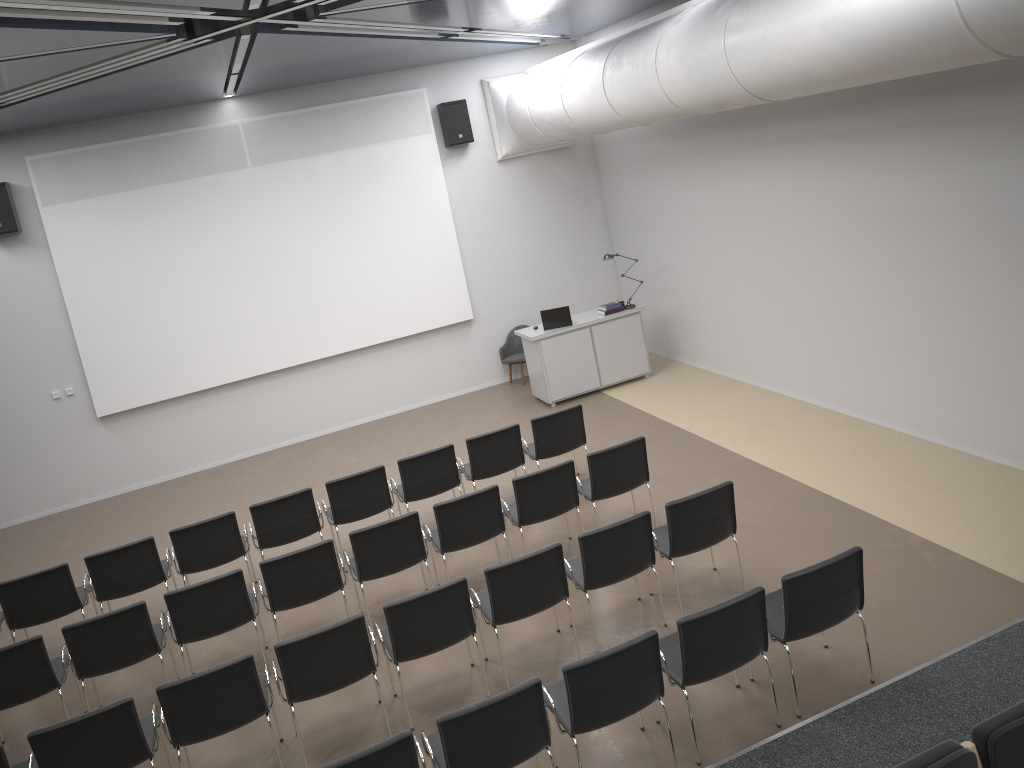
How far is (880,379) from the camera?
8.9 meters

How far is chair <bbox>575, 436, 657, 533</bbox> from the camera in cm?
747

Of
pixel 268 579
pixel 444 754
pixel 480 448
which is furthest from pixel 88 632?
pixel 480 448

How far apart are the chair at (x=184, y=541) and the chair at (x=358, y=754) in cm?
361

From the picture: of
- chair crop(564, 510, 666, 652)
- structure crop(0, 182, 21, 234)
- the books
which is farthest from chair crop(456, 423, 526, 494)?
structure crop(0, 182, 21, 234)

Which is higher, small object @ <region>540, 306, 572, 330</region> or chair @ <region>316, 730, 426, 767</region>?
small object @ <region>540, 306, 572, 330</region>

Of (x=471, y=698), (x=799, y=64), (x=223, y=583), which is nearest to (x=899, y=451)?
(x=799, y=64)

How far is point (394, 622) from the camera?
5.7m

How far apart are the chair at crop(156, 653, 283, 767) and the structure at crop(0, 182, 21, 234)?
7.56m

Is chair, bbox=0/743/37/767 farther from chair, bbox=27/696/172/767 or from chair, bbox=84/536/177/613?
chair, bbox=84/536/177/613
